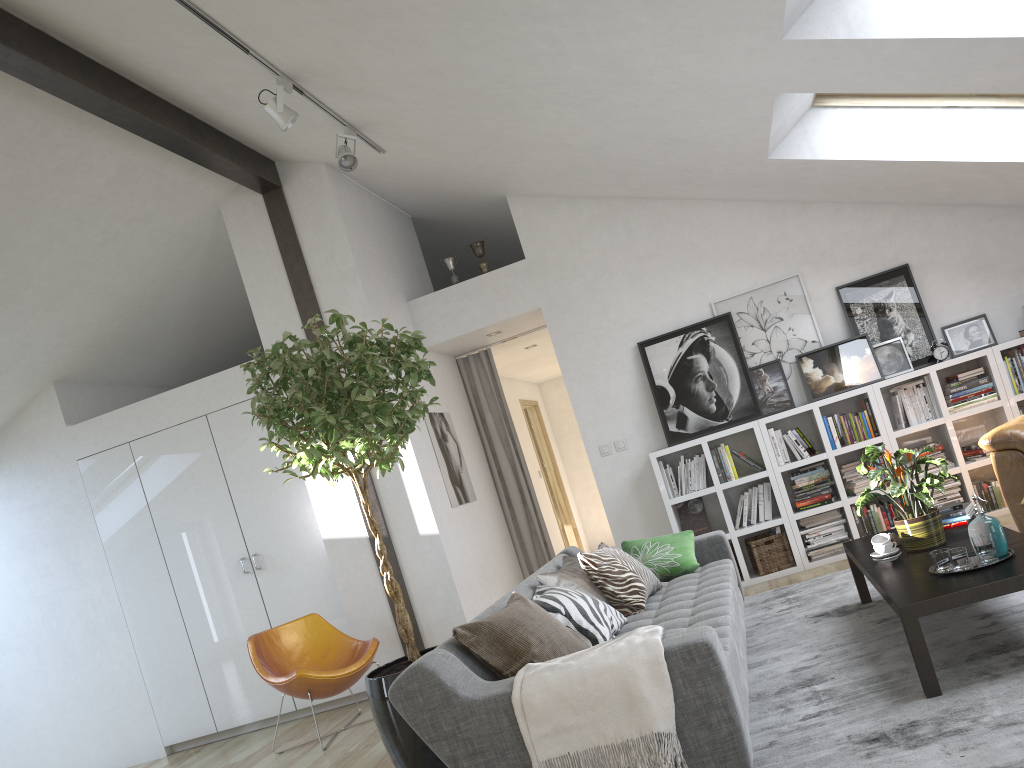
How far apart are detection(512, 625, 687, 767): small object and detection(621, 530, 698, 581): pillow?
1.95m

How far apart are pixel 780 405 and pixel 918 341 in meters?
1.0 m

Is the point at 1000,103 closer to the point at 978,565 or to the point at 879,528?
the point at 879,528

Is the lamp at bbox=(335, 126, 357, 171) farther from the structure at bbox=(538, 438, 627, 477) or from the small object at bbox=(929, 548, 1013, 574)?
the small object at bbox=(929, 548, 1013, 574)

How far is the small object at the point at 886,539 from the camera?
3.8 meters

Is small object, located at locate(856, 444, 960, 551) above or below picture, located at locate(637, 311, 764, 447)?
below

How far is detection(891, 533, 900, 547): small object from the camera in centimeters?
399cm

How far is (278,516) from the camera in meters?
6.2 m

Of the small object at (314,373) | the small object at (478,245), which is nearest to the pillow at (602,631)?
the small object at (314,373)

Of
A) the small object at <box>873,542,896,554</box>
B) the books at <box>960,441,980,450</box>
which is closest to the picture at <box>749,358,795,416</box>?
the books at <box>960,441,980,450</box>
